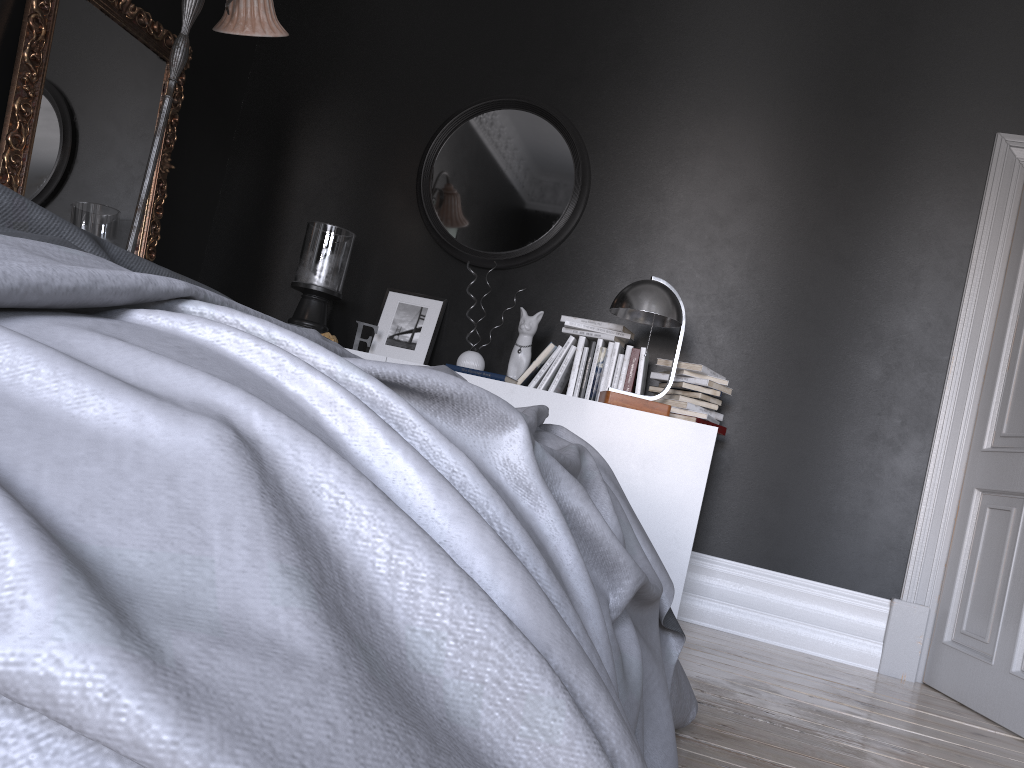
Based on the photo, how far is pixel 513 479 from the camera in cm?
129

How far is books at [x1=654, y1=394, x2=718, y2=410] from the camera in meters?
3.9 m

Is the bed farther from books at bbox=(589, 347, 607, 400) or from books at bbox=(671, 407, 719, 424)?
books at bbox=(589, 347, 607, 400)

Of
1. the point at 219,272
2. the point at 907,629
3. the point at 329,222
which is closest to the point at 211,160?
the point at 219,272

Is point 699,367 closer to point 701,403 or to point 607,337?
point 701,403

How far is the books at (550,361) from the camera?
4.1m

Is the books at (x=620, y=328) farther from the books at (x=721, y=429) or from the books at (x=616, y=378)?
the books at (x=721, y=429)

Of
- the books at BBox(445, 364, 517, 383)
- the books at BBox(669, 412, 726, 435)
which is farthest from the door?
the books at BBox(445, 364, 517, 383)

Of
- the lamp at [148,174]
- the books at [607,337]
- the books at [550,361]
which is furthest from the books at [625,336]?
the lamp at [148,174]

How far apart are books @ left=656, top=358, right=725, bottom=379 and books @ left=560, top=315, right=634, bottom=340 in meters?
0.2 m
